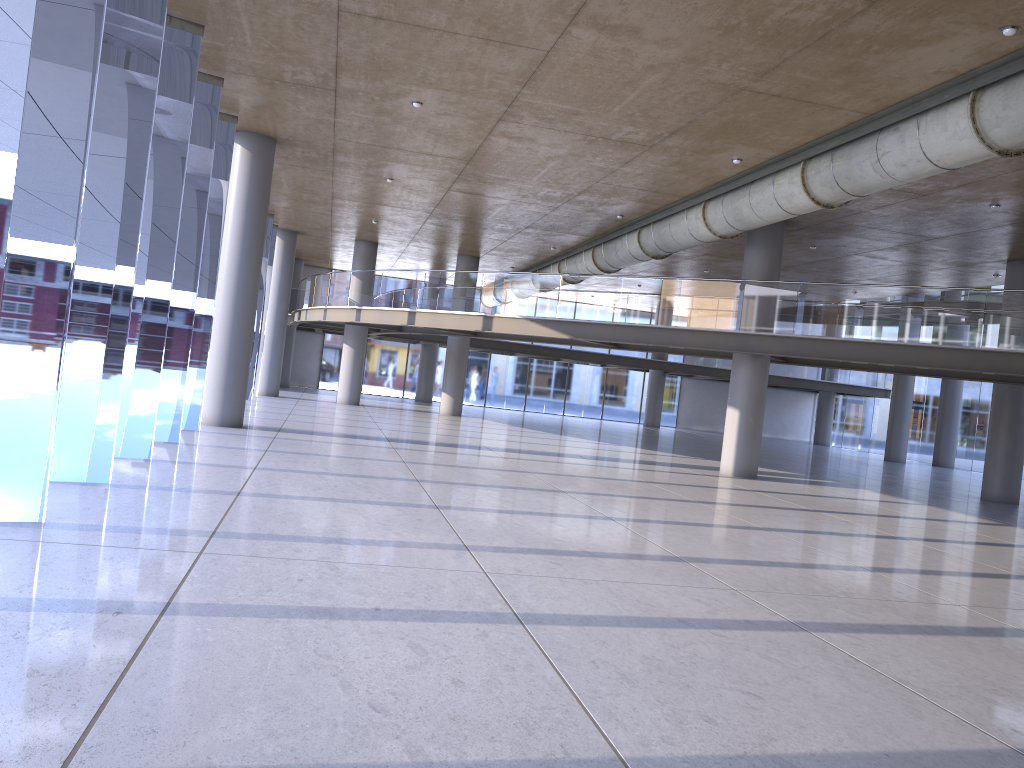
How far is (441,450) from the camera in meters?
17.2

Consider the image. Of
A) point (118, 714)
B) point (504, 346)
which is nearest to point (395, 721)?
point (118, 714)
